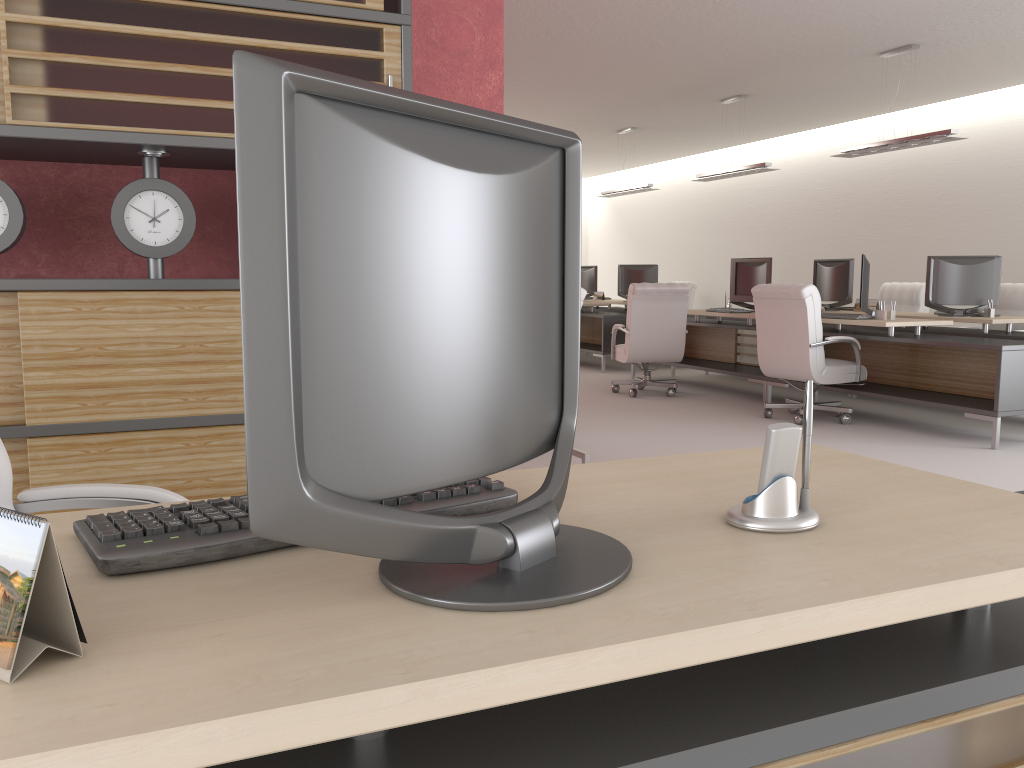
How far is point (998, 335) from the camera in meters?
10.4 m

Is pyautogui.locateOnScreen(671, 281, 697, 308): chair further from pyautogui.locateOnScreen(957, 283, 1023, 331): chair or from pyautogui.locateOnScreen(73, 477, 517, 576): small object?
pyautogui.locateOnScreen(73, 477, 517, 576): small object

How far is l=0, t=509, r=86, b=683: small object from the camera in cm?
107

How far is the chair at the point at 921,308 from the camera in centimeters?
1401cm

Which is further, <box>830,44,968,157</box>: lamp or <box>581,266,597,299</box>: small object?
<box>581,266,597,299</box>: small object

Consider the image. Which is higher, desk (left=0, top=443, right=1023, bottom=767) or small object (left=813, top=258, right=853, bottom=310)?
small object (left=813, top=258, right=853, bottom=310)

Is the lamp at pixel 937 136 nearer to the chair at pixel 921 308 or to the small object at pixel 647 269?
the chair at pixel 921 308

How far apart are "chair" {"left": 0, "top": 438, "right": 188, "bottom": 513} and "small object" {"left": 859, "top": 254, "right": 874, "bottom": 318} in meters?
9.3

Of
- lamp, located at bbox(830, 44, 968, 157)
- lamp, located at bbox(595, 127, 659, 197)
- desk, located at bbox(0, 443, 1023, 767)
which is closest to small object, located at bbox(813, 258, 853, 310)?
lamp, located at bbox(830, 44, 968, 157)

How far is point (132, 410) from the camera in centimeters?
413cm
